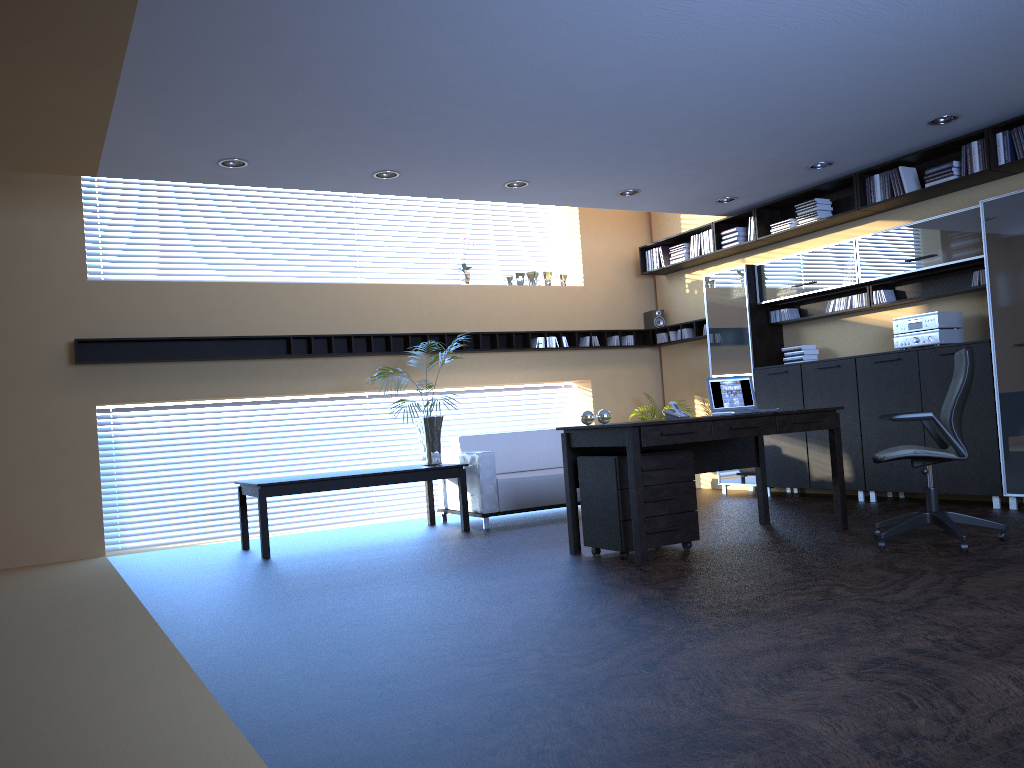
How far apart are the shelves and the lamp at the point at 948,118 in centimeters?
381cm

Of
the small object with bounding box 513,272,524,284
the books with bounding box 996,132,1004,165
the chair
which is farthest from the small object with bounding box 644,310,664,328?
the chair

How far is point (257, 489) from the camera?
7.2 meters

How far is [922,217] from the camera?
7.87m

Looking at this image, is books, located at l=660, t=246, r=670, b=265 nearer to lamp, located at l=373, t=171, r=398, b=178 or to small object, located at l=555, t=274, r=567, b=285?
small object, located at l=555, t=274, r=567, b=285

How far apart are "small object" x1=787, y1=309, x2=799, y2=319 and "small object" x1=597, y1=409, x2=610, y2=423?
3.6m

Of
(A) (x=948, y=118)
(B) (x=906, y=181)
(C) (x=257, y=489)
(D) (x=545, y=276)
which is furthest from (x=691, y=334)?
(C) (x=257, y=489)

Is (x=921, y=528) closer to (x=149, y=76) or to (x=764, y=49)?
(x=764, y=49)

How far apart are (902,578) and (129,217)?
7.6m

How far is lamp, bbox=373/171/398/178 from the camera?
7.2 meters
